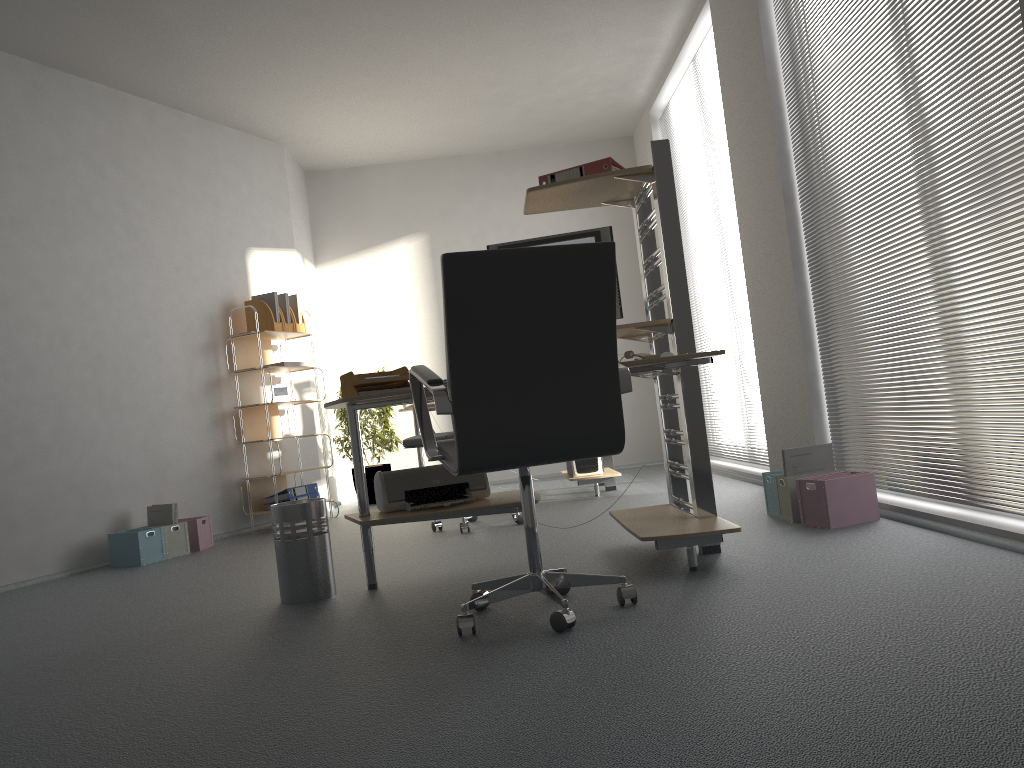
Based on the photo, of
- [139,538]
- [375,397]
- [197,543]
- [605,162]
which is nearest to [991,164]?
[605,162]

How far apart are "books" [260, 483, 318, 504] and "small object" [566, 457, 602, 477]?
1.9 meters

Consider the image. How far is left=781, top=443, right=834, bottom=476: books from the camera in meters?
3.8

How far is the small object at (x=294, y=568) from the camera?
3.3 meters

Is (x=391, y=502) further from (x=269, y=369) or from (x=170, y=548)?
(x=269, y=369)

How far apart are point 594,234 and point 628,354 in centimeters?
51cm

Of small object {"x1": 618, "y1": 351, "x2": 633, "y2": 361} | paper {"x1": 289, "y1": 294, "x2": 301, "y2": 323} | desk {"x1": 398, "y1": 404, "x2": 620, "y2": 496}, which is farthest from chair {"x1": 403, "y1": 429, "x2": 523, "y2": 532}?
paper {"x1": 289, "y1": 294, "x2": 301, "y2": 323}

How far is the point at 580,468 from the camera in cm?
584

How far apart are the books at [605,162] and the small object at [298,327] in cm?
341

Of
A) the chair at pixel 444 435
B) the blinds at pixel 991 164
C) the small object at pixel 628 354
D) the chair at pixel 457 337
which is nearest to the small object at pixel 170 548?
the chair at pixel 444 435
